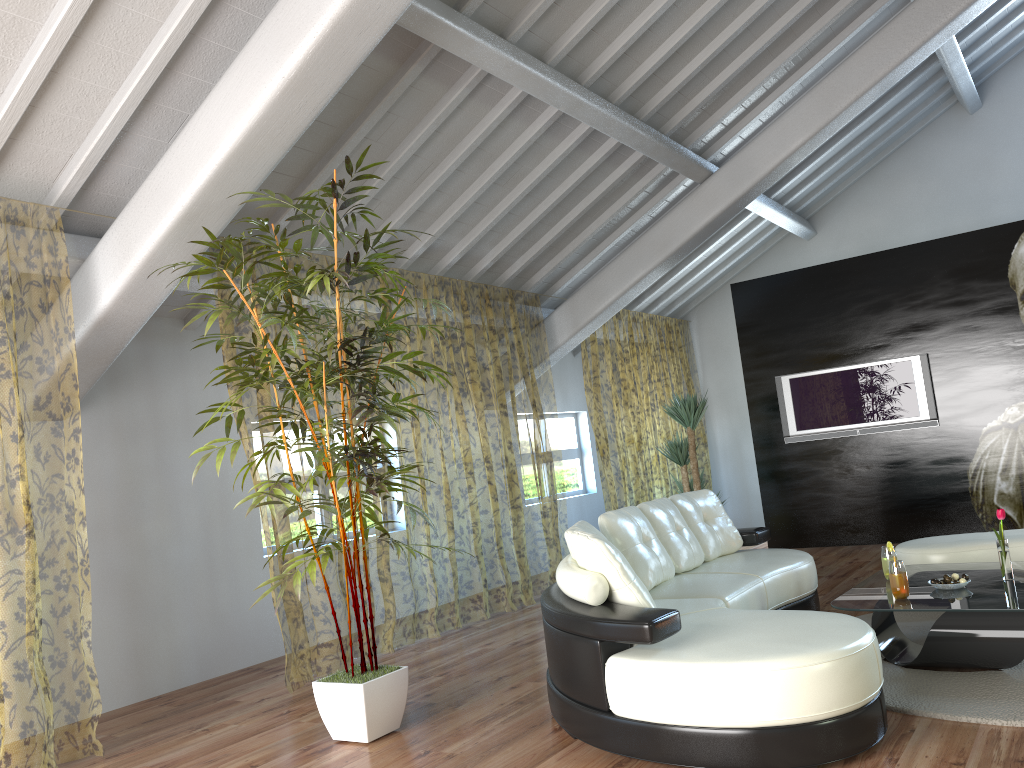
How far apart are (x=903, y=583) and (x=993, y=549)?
1.4m

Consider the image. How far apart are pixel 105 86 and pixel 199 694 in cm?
334

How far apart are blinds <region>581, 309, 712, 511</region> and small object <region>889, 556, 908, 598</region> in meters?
4.8

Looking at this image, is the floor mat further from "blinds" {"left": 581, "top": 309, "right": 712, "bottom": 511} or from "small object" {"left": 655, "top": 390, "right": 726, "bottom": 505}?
"blinds" {"left": 581, "top": 309, "right": 712, "bottom": 511}

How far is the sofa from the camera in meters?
2.8

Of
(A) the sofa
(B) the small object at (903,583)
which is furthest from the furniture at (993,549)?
(B) the small object at (903,583)

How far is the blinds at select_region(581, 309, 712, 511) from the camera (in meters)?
14.40

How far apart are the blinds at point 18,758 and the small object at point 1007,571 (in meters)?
4.27

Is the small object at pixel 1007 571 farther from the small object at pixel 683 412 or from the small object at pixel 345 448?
the small object at pixel 683 412

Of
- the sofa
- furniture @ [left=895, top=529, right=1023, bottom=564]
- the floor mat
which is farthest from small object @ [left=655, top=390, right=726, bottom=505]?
the floor mat
